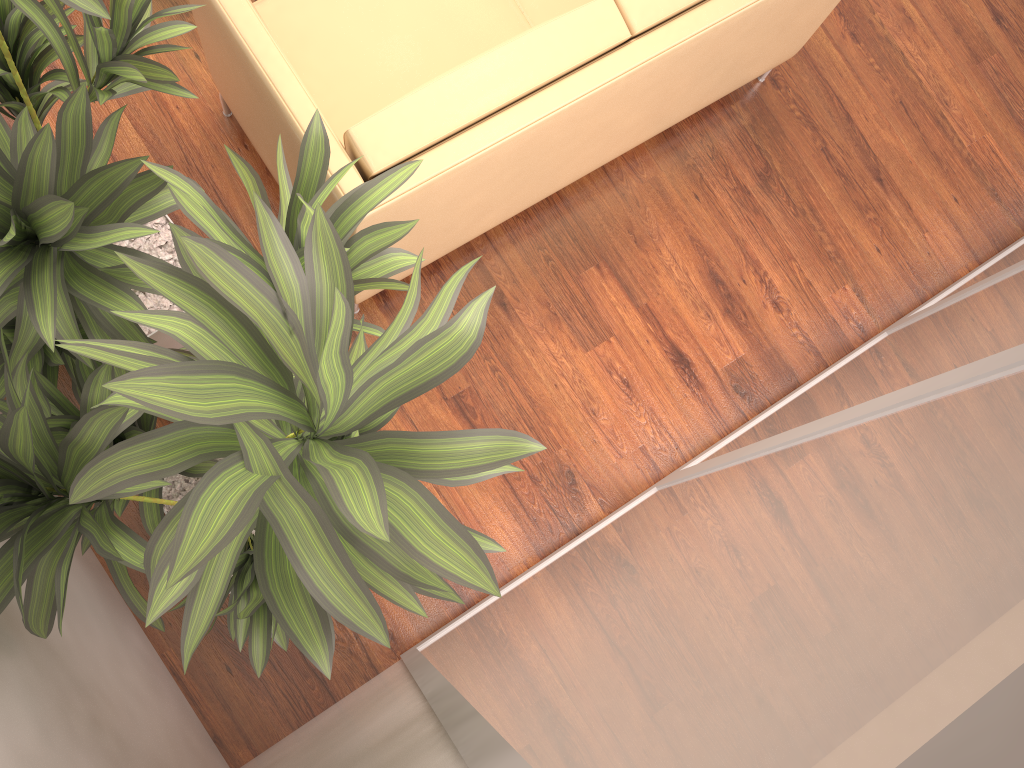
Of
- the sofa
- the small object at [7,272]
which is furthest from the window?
the sofa

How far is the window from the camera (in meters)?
0.58

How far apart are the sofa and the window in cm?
99

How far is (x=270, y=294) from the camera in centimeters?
89cm

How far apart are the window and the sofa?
0.99m

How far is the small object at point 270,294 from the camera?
0.89m

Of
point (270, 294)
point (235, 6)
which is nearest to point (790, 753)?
point (270, 294)

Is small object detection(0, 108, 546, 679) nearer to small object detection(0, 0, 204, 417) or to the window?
small object detection(0, 0, 204, 417)

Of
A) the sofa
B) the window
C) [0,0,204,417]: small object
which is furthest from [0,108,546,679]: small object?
the sofa

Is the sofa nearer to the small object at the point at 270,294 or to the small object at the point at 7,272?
the small object at the point at 7,272
